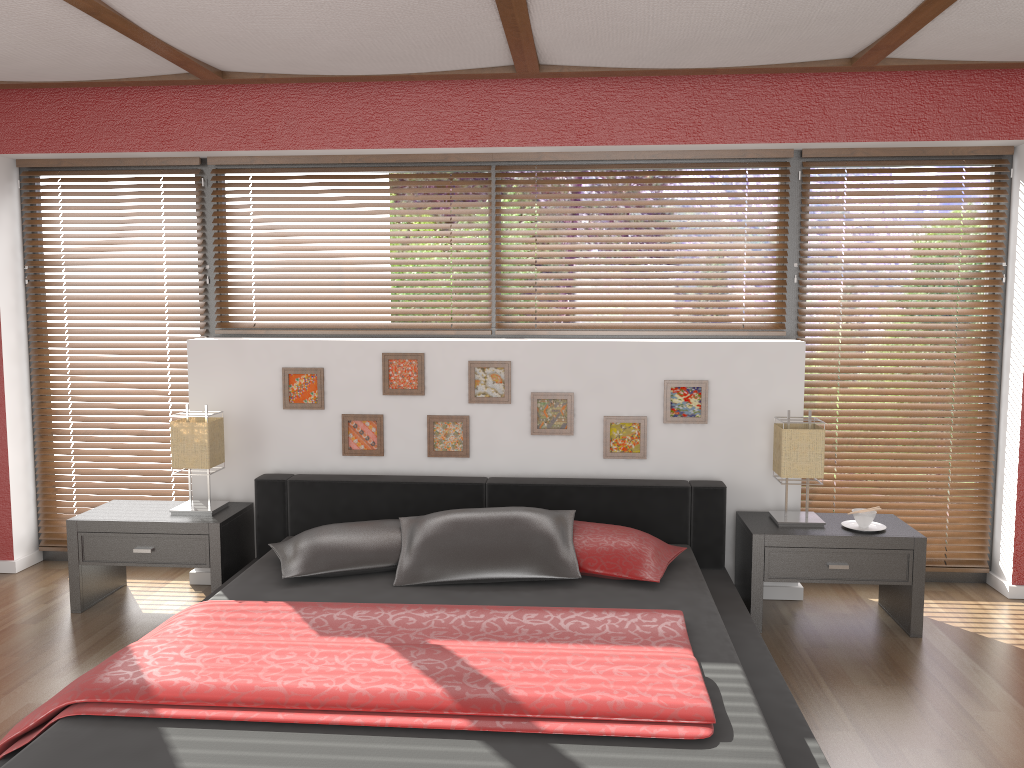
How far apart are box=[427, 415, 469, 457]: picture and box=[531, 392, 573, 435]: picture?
0.3m

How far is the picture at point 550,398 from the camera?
4.1m

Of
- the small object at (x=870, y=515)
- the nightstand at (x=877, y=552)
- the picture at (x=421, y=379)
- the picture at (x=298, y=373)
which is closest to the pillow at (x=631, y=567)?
the nightstand at (x=877, y=552)

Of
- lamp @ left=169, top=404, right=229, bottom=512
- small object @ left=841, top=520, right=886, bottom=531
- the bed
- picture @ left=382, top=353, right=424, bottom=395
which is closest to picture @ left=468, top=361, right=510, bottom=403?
picture @ left=382, top=353, right=424, bottom=395

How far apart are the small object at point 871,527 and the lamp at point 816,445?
0.1m

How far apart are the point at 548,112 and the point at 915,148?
1.7 meters

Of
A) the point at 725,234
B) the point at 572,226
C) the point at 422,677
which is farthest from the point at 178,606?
the point at 725,234

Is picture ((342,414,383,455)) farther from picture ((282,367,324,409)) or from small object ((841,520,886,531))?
small object ((841,520,886,531))

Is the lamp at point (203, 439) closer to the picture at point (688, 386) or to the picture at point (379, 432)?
the picture at point (379, 432)

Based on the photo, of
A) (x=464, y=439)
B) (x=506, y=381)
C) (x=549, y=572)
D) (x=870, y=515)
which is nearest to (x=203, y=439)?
(x=464, y=439)
